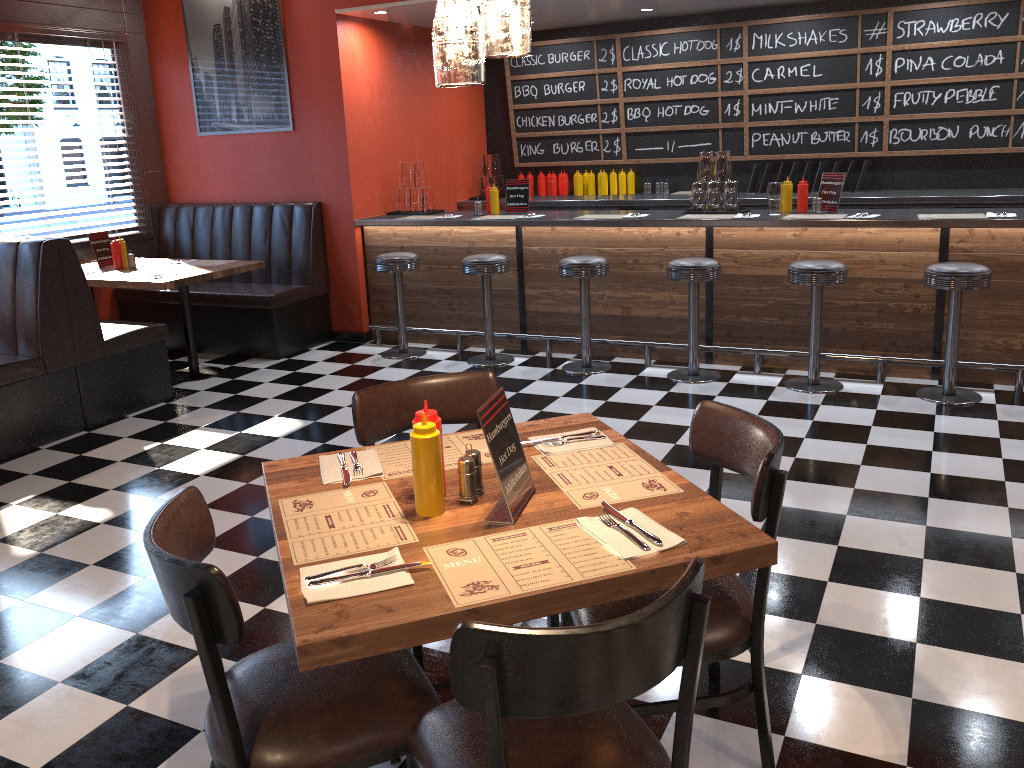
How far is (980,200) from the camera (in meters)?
6.48

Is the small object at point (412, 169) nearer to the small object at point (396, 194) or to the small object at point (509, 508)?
A: the small object at point (396, 194)

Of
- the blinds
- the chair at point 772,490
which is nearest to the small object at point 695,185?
the chair at point 772,490

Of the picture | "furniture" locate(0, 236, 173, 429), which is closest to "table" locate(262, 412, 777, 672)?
"furniture" locate(0, 236, 173, 429)

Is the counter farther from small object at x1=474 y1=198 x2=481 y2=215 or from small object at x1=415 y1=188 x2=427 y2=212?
small object at x1=415 y1=188 x2=427 y2=212

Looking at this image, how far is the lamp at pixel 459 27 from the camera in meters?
1.7 m

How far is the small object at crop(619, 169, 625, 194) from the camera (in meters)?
8.18

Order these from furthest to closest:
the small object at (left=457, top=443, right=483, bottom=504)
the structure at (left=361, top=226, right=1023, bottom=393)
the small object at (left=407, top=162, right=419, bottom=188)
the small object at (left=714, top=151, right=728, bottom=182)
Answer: the small object at (left=407, top=162, right=419, bottom=188) → the small object at (left=714, top=151, right=728, bottom=182) → the structure at (left=361, top=226, right=1023, bottom=393) → the small object at (left=457, top=443, right=483, bottom=504)

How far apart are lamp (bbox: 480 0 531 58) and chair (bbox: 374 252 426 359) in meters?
4.6 m

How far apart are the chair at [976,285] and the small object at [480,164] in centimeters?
462cm
